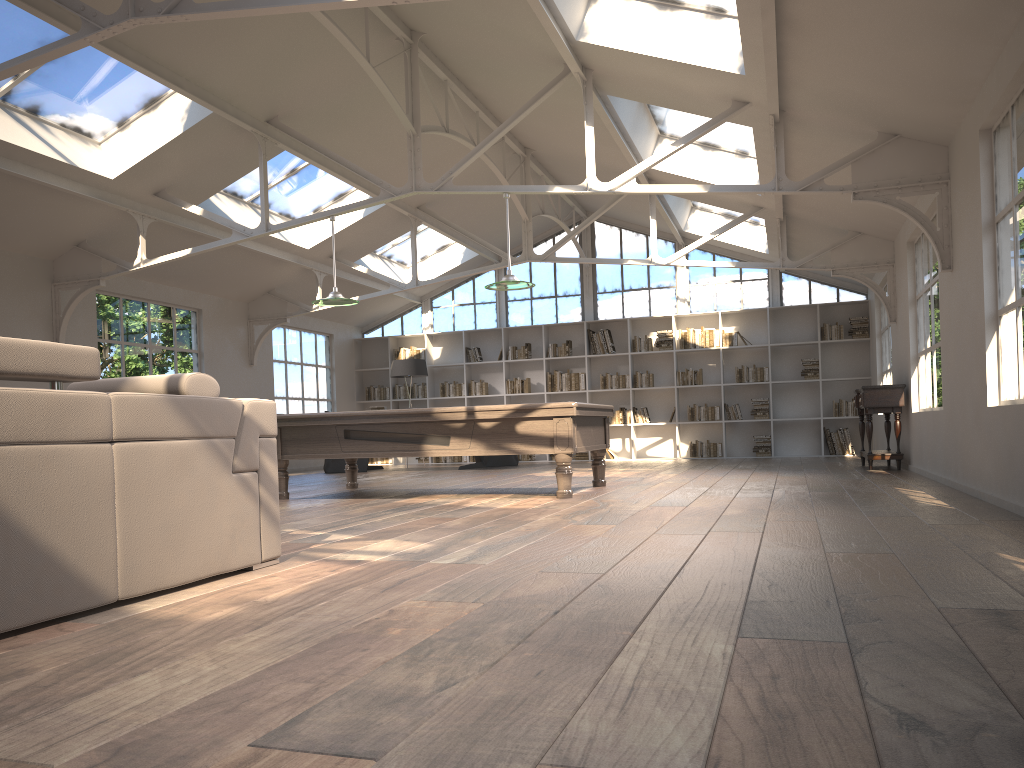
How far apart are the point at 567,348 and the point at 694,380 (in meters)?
2.19

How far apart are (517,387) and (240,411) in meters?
11.7

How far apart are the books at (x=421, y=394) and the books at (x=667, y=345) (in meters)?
4.23

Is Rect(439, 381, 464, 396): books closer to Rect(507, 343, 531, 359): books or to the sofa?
Rect(507, 343, 531, 359): books

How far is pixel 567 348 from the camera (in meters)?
14.99

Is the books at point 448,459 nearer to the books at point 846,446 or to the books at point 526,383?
the books at point 526,383

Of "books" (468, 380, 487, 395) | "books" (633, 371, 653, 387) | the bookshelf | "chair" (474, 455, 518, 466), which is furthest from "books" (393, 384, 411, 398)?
"books" (633, 371, 653, 387)

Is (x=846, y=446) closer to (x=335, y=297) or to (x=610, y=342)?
(x=610, y=342)

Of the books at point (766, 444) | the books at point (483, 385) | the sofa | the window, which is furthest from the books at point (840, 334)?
the sofa

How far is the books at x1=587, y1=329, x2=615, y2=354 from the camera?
14.8 meters
